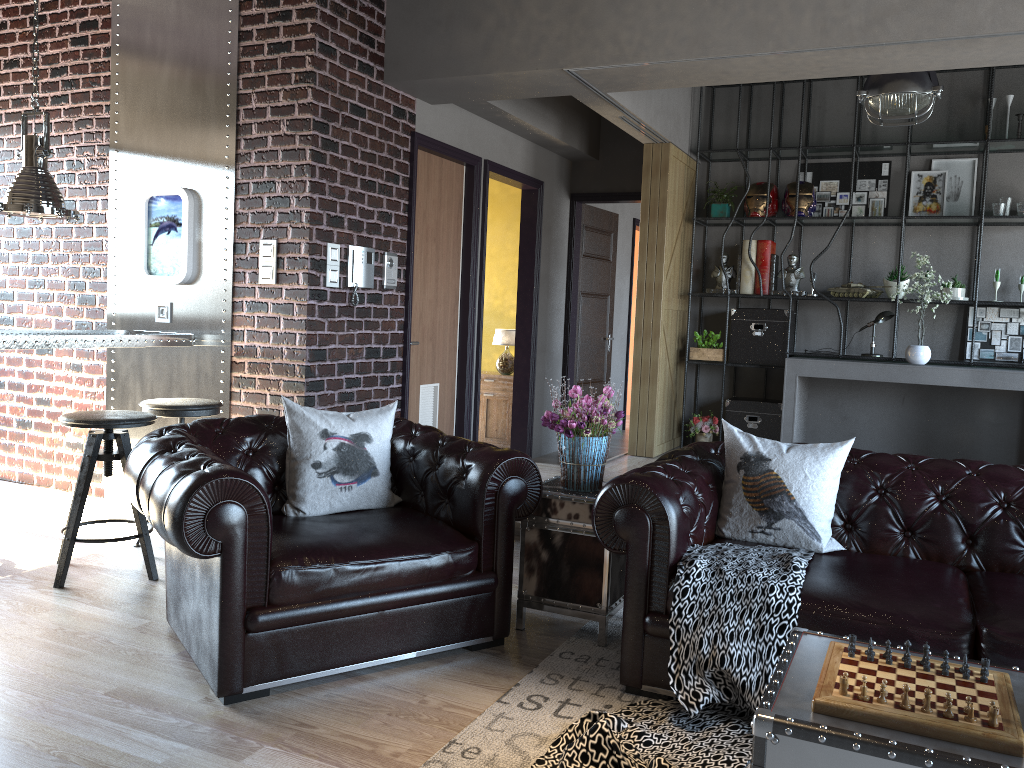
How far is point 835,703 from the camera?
2.0 meters

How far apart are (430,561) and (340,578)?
0.4m

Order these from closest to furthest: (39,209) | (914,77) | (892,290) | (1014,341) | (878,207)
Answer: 1. (39,209)
2. (914,77)
3. (1014,341)
4. (892,290)
5. (878,207)

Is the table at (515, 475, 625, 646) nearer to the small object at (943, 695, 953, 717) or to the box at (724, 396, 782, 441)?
the small object at (943, 695, 953, 717)

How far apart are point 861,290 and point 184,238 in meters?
5.2 m

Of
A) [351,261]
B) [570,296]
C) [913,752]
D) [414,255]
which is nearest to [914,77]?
[414,255]

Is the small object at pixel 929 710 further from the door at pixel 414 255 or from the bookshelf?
the bookshelf

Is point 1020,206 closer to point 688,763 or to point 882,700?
point 688,763

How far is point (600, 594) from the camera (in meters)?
3.62

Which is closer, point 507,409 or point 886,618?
point 886,618
